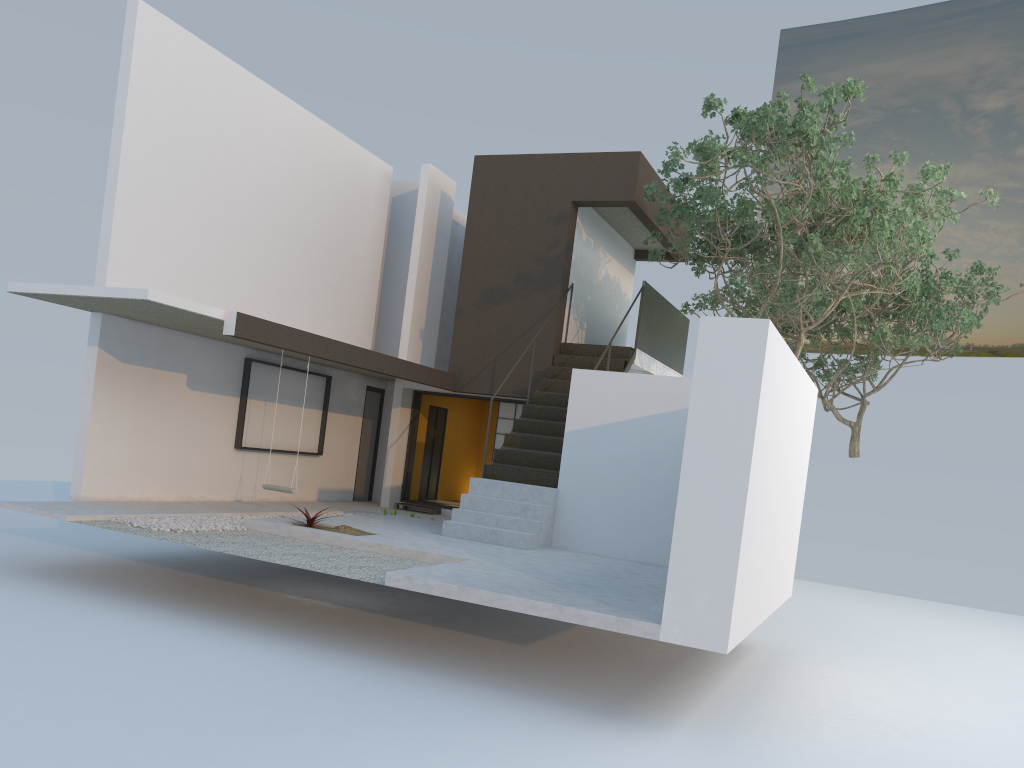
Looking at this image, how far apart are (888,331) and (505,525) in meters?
9.1 m

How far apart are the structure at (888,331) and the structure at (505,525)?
1.9 meters

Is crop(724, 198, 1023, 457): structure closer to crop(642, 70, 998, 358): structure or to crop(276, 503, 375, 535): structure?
crop(642, 70, 998, 358): structure

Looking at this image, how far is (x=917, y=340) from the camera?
22.0m

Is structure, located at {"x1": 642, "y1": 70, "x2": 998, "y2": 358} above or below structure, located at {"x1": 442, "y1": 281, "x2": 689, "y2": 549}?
above

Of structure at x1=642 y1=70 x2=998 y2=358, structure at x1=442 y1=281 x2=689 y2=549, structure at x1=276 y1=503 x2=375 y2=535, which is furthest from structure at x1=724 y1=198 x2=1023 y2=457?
structure at x1=276 y1=503 x2=375 y2=535

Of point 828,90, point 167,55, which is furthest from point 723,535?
point 167,55

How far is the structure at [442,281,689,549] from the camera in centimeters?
1057cm

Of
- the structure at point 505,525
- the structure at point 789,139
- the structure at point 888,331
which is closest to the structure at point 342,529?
the structure at point 505,525

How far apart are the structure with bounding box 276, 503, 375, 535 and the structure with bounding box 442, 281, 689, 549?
1.2 meters
